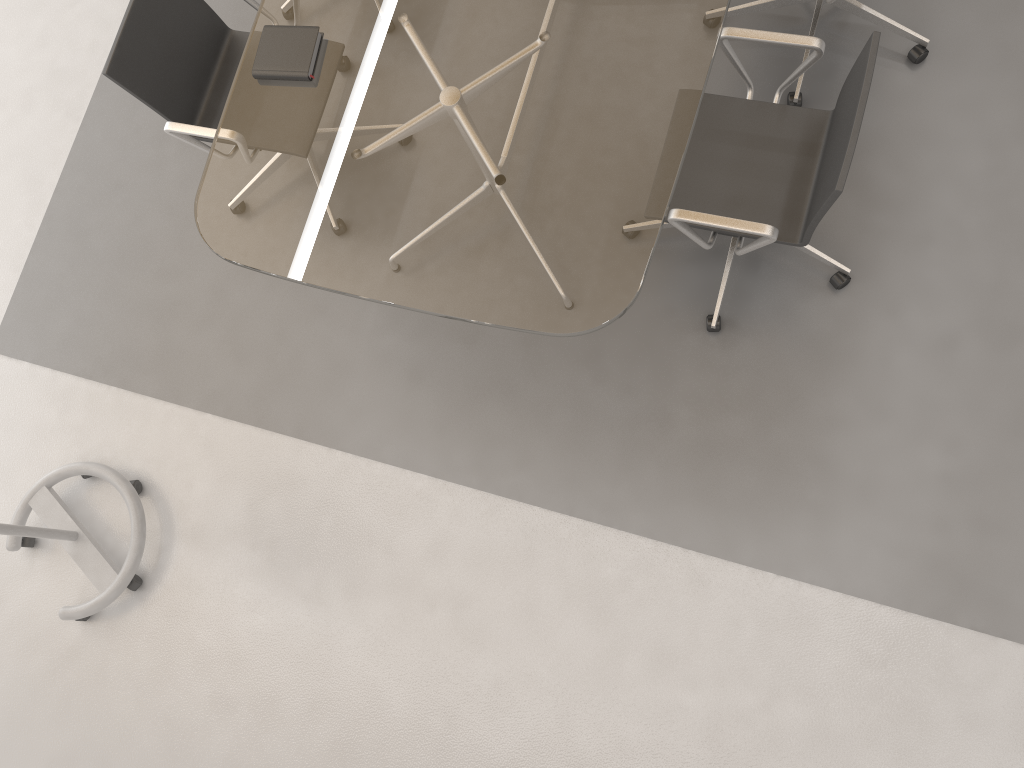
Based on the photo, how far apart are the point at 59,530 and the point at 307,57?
1.8m

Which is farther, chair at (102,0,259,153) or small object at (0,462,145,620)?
small object at (0,462,145,620)

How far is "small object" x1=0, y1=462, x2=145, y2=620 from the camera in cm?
301

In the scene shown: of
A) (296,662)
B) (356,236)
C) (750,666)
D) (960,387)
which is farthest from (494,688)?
(960,387)

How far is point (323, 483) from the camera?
3.0m

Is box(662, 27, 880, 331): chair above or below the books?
below

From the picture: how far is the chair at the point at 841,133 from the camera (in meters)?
→ 2.20

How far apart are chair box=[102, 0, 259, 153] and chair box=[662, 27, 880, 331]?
1.4 meters

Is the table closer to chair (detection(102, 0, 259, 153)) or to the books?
the books

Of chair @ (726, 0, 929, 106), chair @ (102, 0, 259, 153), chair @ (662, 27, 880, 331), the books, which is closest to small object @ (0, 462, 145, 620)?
chair @ (102, 0, 259, 153)
